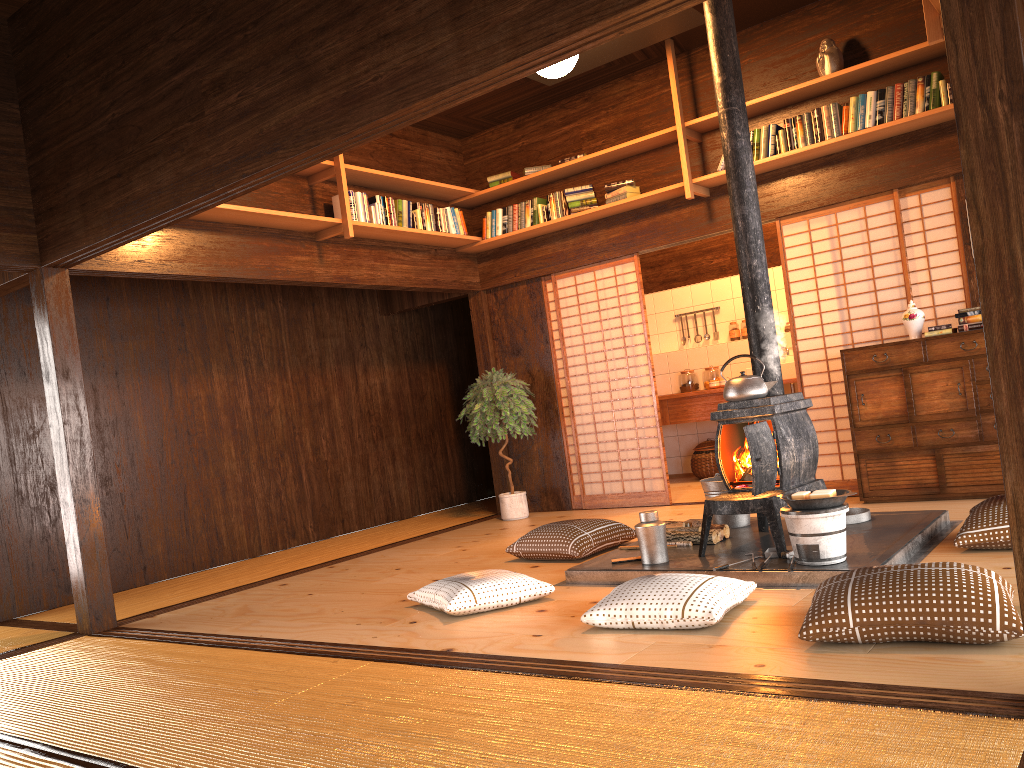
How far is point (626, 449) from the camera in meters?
7.3 m

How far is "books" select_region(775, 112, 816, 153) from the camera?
6.00m

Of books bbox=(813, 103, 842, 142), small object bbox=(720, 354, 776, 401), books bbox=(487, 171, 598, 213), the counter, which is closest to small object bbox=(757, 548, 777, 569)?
small object bbox=(720, 354, 776, 401)

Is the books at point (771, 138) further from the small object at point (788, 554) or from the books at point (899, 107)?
the small object at point (788, 554)

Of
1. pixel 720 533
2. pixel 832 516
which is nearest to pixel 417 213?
pixel 720 533

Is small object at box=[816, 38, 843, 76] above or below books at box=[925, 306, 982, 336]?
above

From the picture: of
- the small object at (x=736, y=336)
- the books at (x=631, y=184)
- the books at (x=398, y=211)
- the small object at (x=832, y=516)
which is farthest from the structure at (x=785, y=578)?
the small object at (x=736, y=336)

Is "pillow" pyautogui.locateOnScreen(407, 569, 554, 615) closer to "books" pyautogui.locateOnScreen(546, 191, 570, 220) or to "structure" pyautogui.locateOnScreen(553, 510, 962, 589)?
"structure" pyautogui.locateOnScreen(553, 510, 962, 589)

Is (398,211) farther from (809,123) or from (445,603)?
(445,603)

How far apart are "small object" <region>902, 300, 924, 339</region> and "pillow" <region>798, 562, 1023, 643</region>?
3.1 meters
